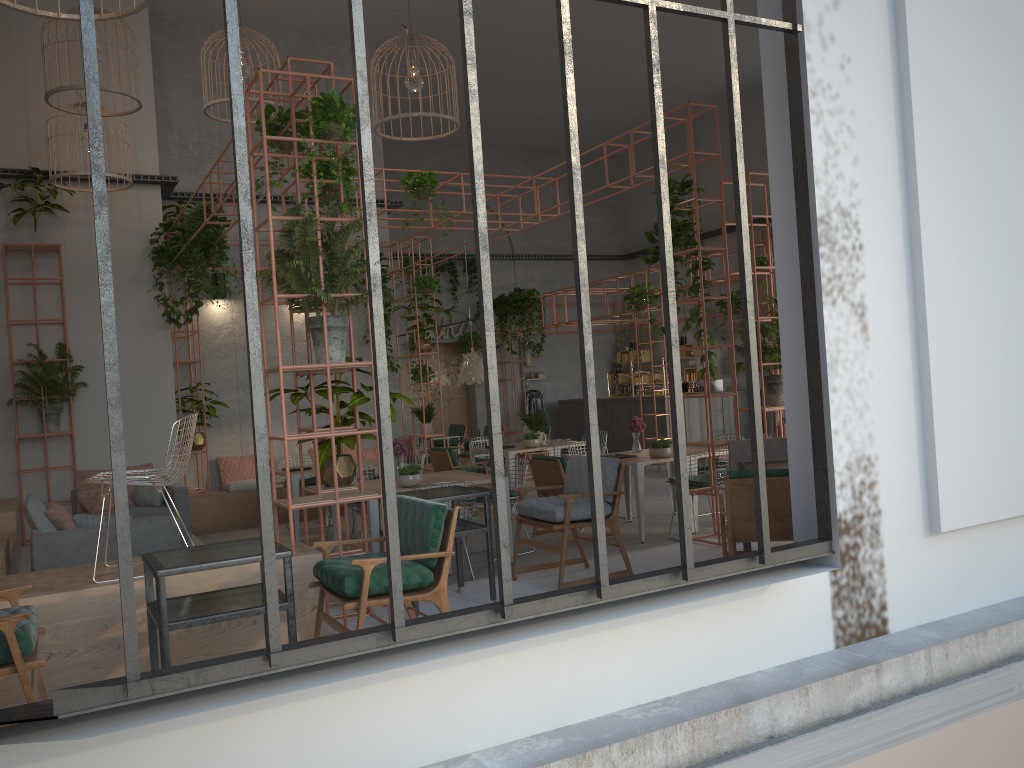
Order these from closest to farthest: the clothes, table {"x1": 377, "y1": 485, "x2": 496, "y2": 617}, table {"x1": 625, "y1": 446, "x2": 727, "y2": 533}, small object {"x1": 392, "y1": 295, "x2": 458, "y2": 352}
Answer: table {"x1": 377, "y1": 485, "x2": 496, "y2": 617} < table {"x1": 625, "y1": 446, "x2": 727, "y2": 533} < small object {"x1": 392, "y1": 295, "x2": 458, "y2": 352} < the clothes

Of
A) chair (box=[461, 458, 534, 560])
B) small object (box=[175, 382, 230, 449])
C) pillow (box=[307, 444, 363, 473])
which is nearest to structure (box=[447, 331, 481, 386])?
pillow (box=[307, 444, 363, 473])

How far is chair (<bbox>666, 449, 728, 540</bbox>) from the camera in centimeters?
877cm

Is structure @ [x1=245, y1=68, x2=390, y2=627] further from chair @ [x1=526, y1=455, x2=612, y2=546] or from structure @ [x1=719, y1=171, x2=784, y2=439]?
structure @ [x1=719, y1=171, x2=784, y2=439]

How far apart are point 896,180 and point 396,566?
3.7m

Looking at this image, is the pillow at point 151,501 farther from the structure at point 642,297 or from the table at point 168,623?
the structure at point 642,297

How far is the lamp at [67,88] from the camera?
8.44m

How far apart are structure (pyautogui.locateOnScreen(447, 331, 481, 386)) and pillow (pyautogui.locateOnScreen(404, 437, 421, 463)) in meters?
6.2

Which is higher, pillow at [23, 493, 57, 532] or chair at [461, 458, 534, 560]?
pillow at [23, 493, 57, 532]

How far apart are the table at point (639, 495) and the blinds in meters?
8.4 m
